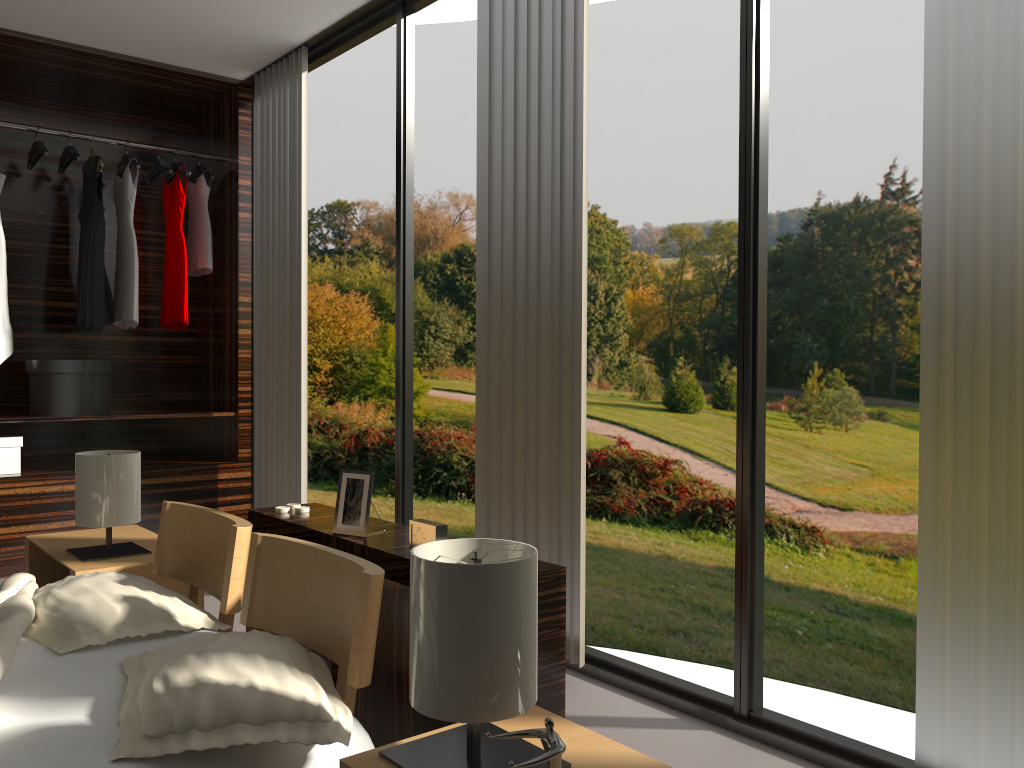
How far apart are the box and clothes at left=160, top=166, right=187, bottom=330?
0.93m

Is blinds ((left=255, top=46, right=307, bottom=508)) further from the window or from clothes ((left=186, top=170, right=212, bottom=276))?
clothes ((left=186, top=170, right=212, bottom=276))

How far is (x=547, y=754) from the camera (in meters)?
1.13

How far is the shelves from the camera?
4.0 meters

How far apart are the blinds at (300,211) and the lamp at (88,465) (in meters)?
1.13

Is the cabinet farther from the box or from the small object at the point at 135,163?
the small object at the point at 135,163

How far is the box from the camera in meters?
4.0

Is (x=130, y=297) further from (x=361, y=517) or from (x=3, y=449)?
(x=361, y=517)

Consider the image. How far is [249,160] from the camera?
4.6 meters

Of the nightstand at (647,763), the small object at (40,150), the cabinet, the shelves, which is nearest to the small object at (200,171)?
the small object at (40,150)
